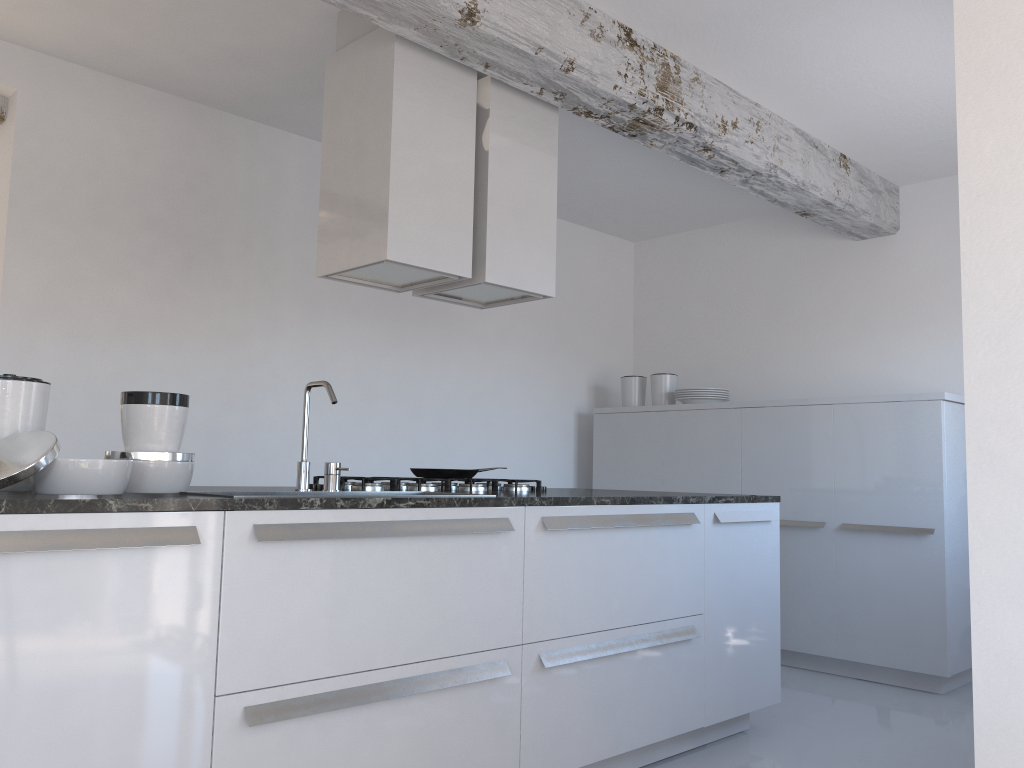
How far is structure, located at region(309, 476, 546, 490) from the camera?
3.2m

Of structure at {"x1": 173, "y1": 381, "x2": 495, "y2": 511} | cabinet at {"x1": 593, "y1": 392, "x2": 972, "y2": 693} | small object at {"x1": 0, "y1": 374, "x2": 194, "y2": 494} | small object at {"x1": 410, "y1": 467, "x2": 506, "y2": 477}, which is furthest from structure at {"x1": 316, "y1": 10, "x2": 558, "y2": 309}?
cabinet at {"x1": 593, "y1": 392, "x2": 972, "y2": 693}

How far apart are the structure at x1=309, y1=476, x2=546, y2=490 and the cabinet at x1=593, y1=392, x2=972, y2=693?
2.0 meters

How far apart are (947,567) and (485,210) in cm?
300

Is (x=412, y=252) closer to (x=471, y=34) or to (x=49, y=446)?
(x=471, y=34)

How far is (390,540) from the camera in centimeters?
241cm

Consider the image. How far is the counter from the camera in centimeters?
182cm

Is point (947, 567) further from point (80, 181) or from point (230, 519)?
point (80, 181)

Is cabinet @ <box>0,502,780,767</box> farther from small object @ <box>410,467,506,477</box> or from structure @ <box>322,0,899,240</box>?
structure @ <box>322,0,899,240</box>

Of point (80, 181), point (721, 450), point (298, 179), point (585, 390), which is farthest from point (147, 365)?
point (721, 450)
